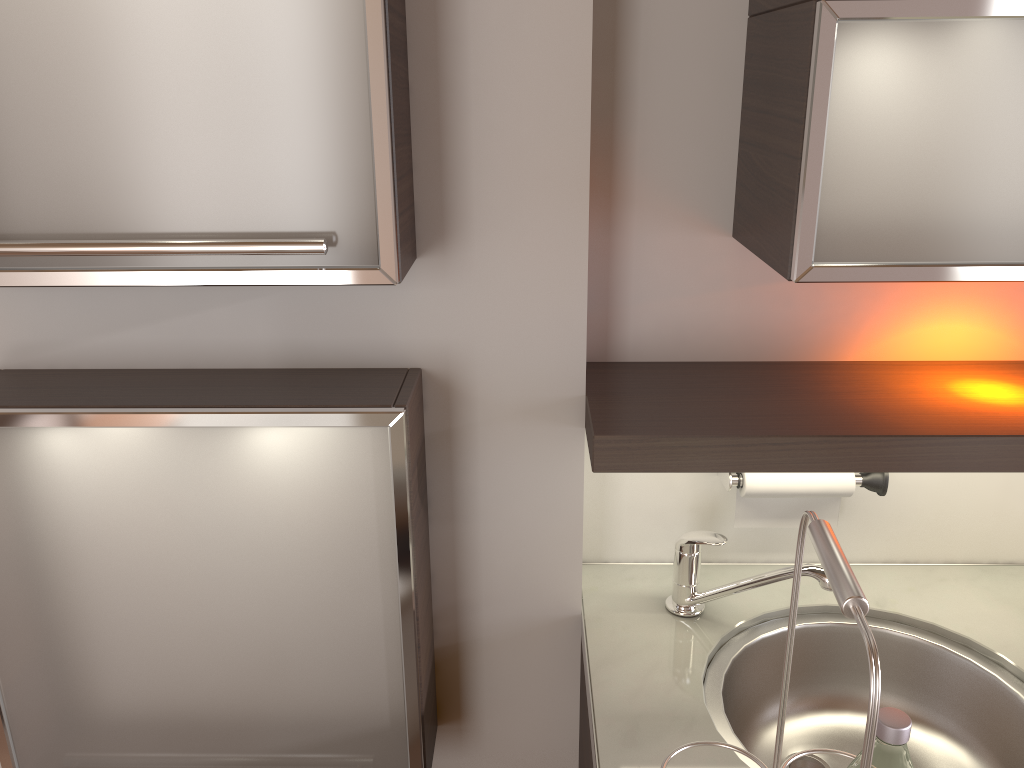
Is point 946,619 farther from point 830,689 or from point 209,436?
Result: point 209,436

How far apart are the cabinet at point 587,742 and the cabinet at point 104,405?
0.23m

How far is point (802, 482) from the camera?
1.32m

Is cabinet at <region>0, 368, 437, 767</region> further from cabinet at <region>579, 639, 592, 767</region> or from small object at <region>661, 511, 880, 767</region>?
small object at <region>661, 511, 880, 767</region>

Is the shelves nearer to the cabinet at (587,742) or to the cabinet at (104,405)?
the cabinet at (104,405)

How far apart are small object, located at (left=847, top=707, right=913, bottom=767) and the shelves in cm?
46

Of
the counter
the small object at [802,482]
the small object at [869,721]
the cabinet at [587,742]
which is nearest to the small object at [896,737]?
the small object at [869,721]

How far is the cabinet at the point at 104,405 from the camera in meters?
1.1 m

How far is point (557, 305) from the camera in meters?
1.2 m

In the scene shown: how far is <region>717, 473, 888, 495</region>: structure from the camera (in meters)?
1.33
